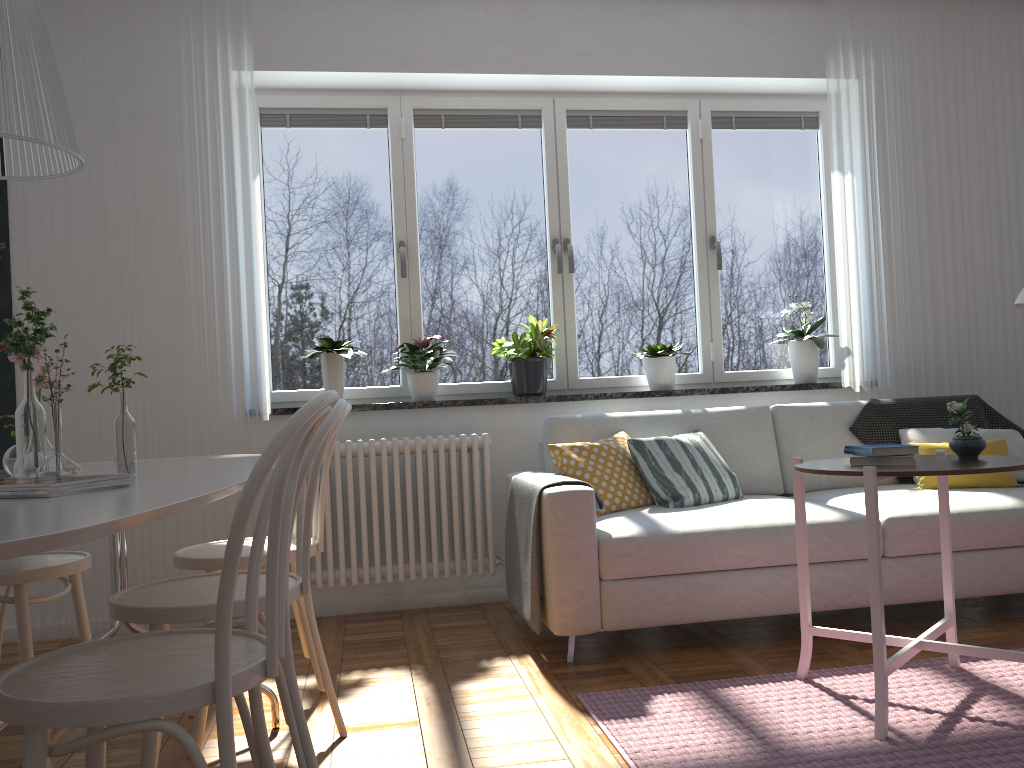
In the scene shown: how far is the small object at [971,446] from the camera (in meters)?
2.47

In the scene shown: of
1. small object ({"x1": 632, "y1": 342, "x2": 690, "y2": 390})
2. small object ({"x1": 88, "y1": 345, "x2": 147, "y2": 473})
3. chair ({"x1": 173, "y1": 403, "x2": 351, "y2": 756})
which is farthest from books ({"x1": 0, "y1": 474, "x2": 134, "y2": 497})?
small object ({"x1": 632, "y1": 342, "x2": 690, "y2": 390})

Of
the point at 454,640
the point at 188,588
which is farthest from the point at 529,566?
the point at 188,588

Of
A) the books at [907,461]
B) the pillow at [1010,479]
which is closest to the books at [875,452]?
the books at [907,461]

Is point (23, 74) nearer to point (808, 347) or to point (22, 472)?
point (22, 472)

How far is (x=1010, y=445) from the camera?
3.8m

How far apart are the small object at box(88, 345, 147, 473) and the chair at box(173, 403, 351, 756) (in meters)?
0.48

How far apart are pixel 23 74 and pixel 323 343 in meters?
2.4

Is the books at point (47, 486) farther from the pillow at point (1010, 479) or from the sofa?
the pillow at point (1010, 479)

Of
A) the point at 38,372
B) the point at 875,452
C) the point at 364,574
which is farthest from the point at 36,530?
the point at 364,574
